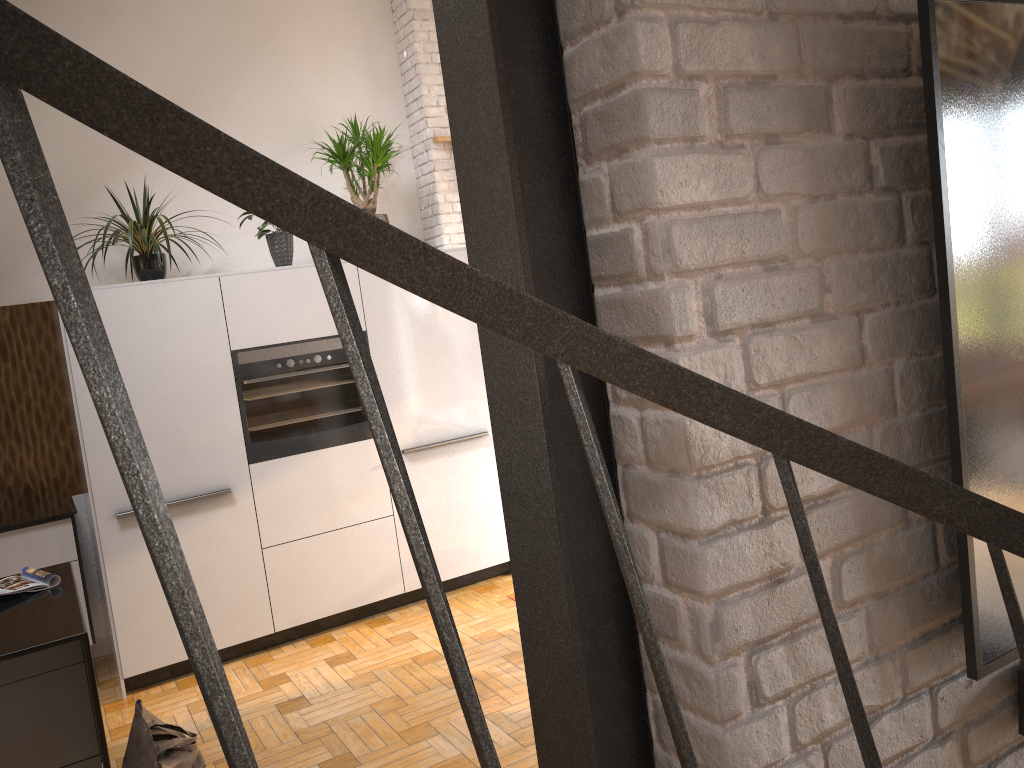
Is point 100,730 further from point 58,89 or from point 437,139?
point 437,139

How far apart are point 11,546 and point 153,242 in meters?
1.6

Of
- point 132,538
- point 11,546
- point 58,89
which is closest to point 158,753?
point 132,538

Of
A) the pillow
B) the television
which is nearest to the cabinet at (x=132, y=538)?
the pillow

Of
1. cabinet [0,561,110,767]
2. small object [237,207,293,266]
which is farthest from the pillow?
small object [237,207,293,266]

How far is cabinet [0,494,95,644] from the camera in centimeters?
426cm

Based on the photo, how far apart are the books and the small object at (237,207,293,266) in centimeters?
215cm

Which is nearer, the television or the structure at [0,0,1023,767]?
the structure at [0,0,1023,767]

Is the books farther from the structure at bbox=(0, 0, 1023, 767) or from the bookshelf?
the bookshelf

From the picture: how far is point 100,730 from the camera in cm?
256
